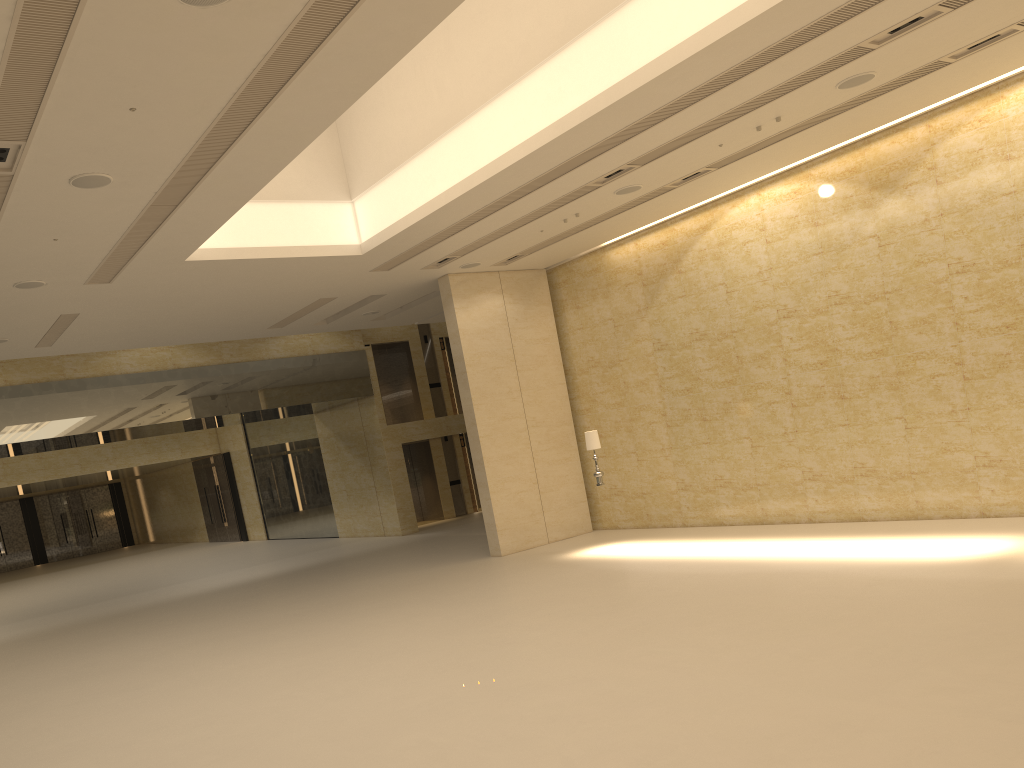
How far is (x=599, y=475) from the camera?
16.38m

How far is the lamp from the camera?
16.38m
